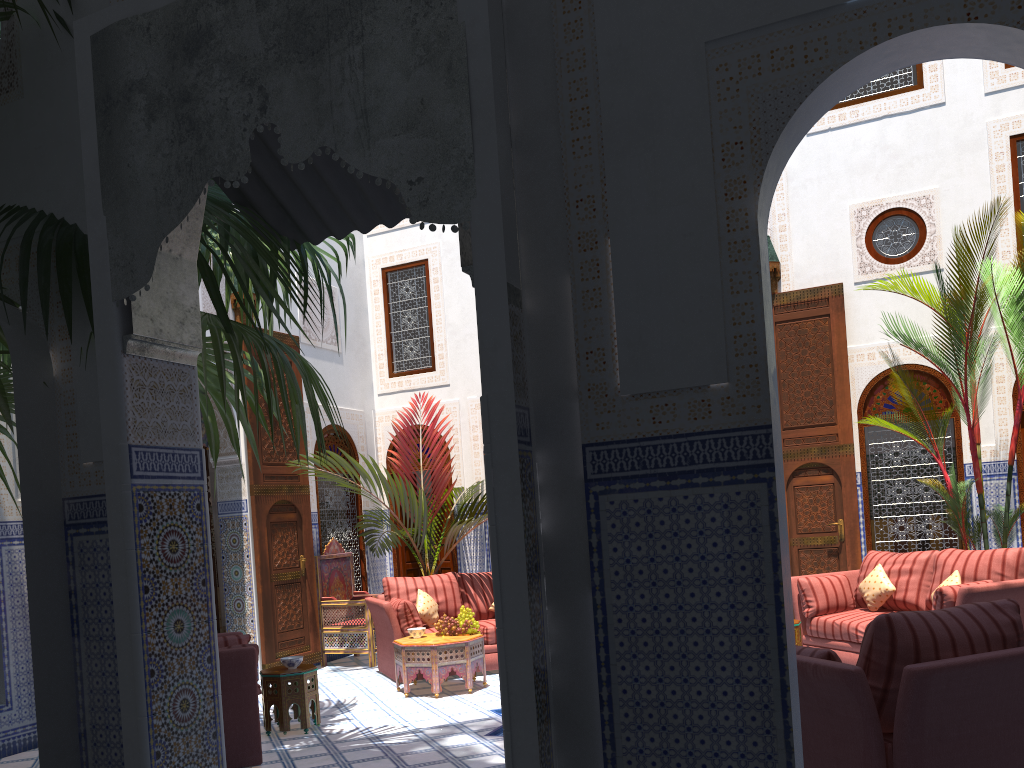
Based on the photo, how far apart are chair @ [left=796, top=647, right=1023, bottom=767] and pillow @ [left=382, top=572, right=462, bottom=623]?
3.7m

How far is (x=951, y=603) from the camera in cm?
427

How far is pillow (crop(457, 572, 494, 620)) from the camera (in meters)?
6.12

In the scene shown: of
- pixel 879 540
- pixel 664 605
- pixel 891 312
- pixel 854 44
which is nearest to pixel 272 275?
pixel 664 605

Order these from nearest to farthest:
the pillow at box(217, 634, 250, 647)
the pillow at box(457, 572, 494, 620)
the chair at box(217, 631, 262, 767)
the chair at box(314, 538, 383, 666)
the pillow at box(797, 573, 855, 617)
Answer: the chair at box(217, 631, 262, 767)
the pillow at box(217, 634, 250, 647)
the pillow at box(797, 573, 855, 617)
the pillow at box(457, 572, 494, 620)
the chair at box(314, 538, 383, 666)

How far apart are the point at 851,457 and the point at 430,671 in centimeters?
327cm

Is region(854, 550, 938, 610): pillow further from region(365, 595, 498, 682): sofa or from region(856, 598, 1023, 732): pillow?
region(856, 598, 1023, 732): pillow

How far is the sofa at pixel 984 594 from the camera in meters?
4.2 m

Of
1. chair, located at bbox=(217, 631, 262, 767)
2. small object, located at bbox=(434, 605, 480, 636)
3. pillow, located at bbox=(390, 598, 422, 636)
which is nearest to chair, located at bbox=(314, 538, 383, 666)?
pillow, located at bbox=(390, 598, 422, 636)

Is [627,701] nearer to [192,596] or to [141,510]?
[192,596]
